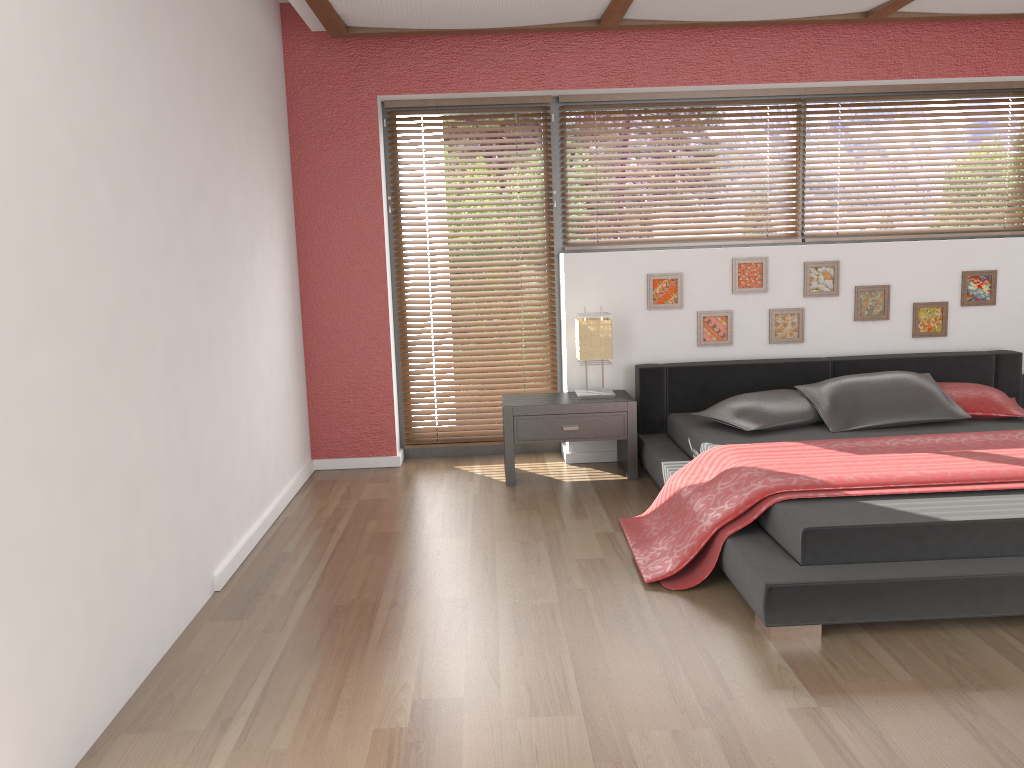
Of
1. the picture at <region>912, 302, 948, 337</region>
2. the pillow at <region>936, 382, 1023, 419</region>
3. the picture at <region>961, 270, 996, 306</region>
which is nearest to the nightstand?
the pillow at <region>936, 382, 1023, 419</region>

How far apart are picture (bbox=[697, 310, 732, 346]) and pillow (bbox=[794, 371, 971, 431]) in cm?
60

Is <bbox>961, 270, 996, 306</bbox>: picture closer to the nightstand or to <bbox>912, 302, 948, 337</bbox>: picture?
<bbox>912, 302, 948, 337</bbox>: picture

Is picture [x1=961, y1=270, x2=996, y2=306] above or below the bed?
above

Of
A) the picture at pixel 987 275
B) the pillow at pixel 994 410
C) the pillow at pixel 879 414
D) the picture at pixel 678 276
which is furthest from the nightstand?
the picture at pixel 987 275

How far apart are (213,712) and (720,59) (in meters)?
4.19

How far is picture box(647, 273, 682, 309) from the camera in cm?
499

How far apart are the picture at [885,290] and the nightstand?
1.4 meters

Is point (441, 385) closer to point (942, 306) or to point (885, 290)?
point (885, 290)

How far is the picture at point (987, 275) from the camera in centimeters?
504cm
